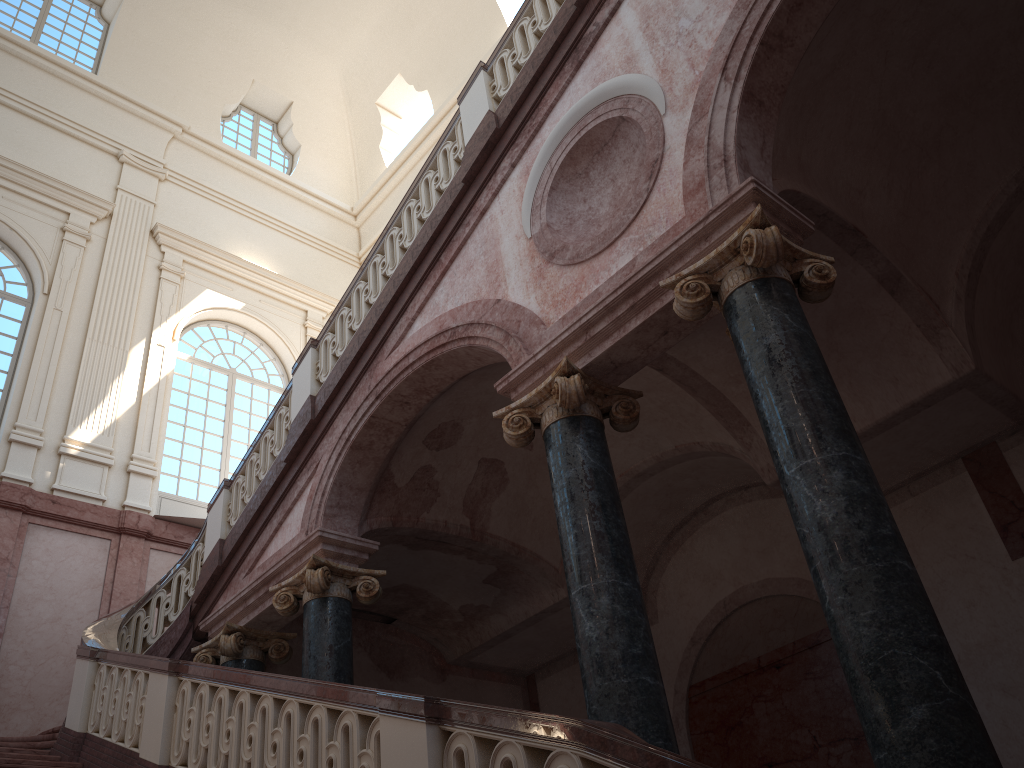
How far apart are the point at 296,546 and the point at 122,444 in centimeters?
648cm

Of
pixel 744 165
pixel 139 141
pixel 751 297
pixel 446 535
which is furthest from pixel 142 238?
pixel 751 297
